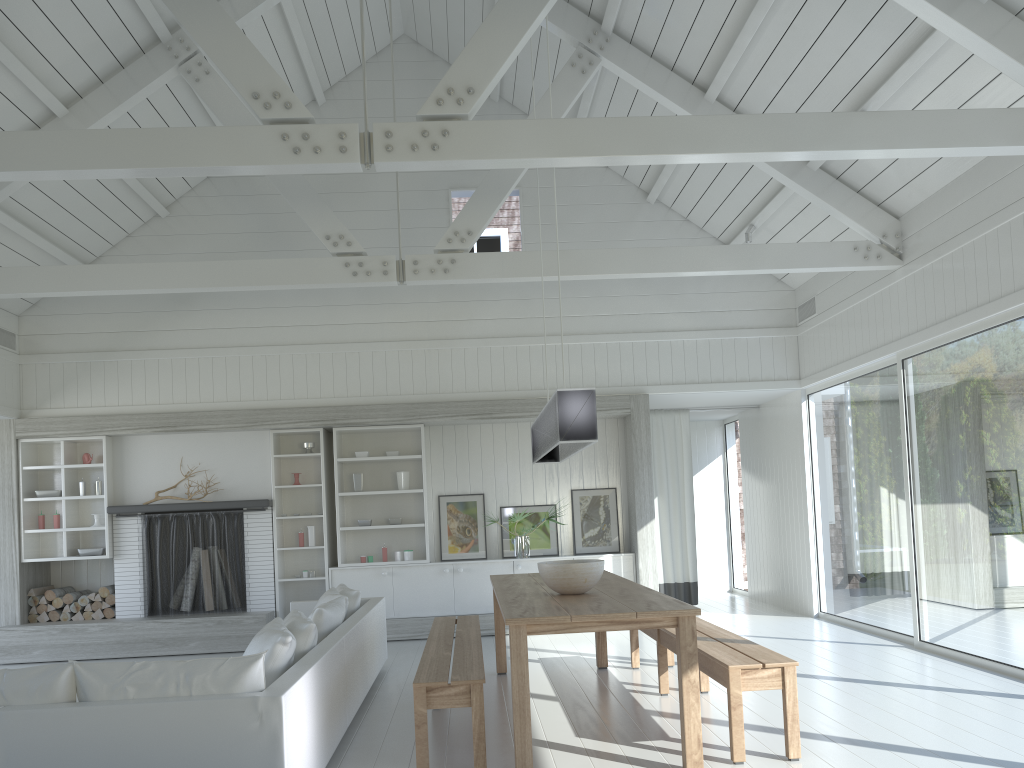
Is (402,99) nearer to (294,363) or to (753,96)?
(294,363)

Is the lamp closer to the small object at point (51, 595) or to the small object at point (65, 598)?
the small object at point (65, 598)

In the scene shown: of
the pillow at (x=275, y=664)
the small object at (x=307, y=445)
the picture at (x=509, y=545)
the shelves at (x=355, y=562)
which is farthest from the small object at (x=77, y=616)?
the pillow at (x=275, y=664)

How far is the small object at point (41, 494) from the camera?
8.9 meters

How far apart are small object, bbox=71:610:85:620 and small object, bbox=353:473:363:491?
3.0m

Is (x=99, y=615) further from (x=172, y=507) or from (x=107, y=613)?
(x=172, y=507)

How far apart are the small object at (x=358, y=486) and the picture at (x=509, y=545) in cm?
153

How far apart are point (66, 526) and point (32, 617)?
0.9m

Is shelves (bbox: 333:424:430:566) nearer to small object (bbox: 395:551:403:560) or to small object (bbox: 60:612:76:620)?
small object (bbox: 395:551:403:560)

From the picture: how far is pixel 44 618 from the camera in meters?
8.8
